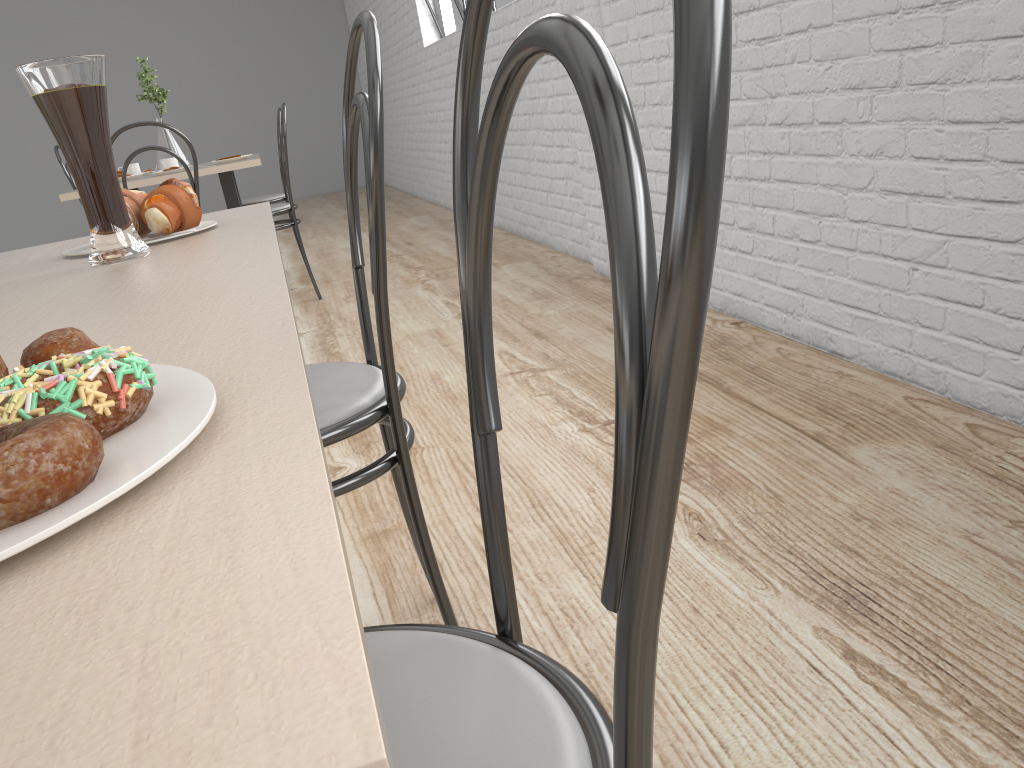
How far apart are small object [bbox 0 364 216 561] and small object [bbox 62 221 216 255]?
0.6m

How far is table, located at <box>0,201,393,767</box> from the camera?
0.1m

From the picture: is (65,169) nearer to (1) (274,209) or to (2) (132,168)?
(2) (132,168)

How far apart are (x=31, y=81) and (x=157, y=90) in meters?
2.9

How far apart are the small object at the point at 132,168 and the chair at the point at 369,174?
2.8 meters

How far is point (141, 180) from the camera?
2.9m

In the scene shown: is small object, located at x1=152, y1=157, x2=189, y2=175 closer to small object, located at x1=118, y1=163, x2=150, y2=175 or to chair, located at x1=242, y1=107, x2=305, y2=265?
small object, located at x1=118, y1=163, x2=150, y2=175

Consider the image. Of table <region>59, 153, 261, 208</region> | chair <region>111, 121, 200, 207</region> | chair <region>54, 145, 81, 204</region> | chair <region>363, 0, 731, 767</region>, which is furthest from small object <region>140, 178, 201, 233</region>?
chair <region>54, 145, 81, 204</region>

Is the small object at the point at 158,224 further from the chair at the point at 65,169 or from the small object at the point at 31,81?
the chair at the point at 65,169

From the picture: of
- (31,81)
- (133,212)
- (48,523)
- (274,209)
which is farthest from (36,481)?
(274,209)
